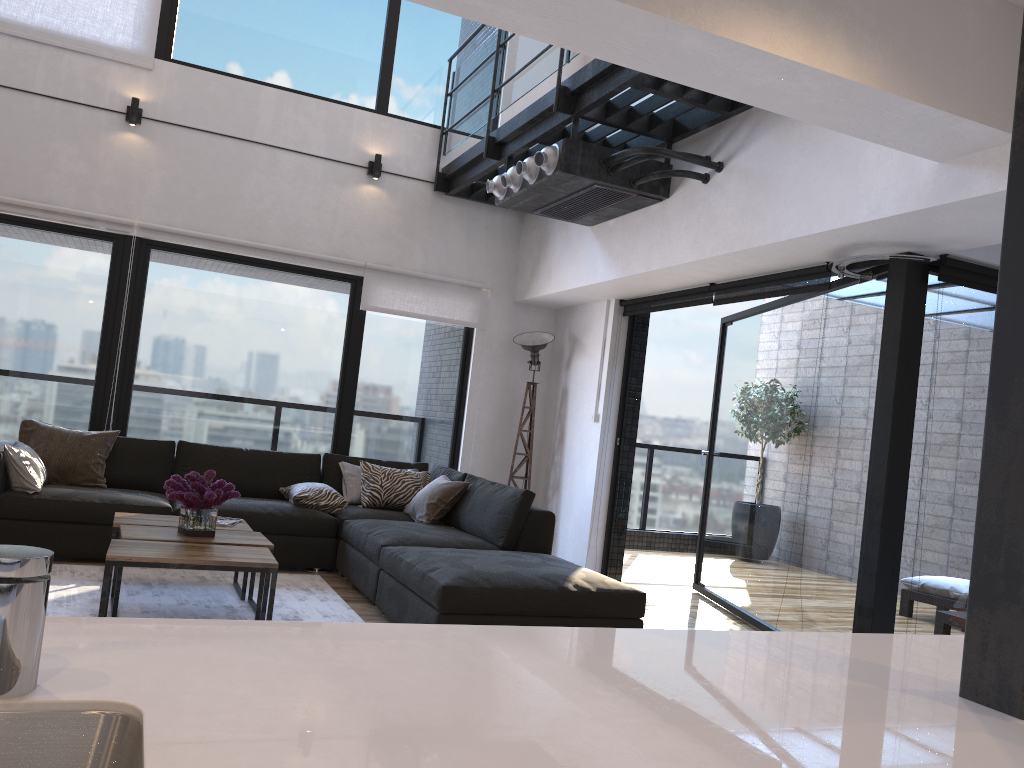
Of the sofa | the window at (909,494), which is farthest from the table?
the window at (909,494)

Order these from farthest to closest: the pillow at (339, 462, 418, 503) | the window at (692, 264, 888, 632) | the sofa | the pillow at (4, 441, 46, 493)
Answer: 1. the pillow at (339, 462, 418, 503)
2. the pillow at (4, 441, 46, 493)
3. the window at (692, 264, 888, 632)
4. the sofa

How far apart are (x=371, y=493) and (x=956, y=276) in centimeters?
371cm

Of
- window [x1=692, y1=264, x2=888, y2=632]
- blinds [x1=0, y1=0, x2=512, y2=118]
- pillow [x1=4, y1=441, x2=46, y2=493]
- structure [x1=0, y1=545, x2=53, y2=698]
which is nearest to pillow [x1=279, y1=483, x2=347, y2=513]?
pillow [x1=4, y1=441, x2=46, y2=493]

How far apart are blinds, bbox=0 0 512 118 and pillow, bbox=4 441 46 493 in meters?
2.8 m

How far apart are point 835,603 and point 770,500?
1.0m

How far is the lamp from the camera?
6.91m

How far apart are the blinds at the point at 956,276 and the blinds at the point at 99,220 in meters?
1.2

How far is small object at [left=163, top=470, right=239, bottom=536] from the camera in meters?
4.0 m

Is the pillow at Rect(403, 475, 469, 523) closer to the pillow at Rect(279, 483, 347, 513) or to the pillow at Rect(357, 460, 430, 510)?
the pillow at Rect(357, 460, 430, 510)
